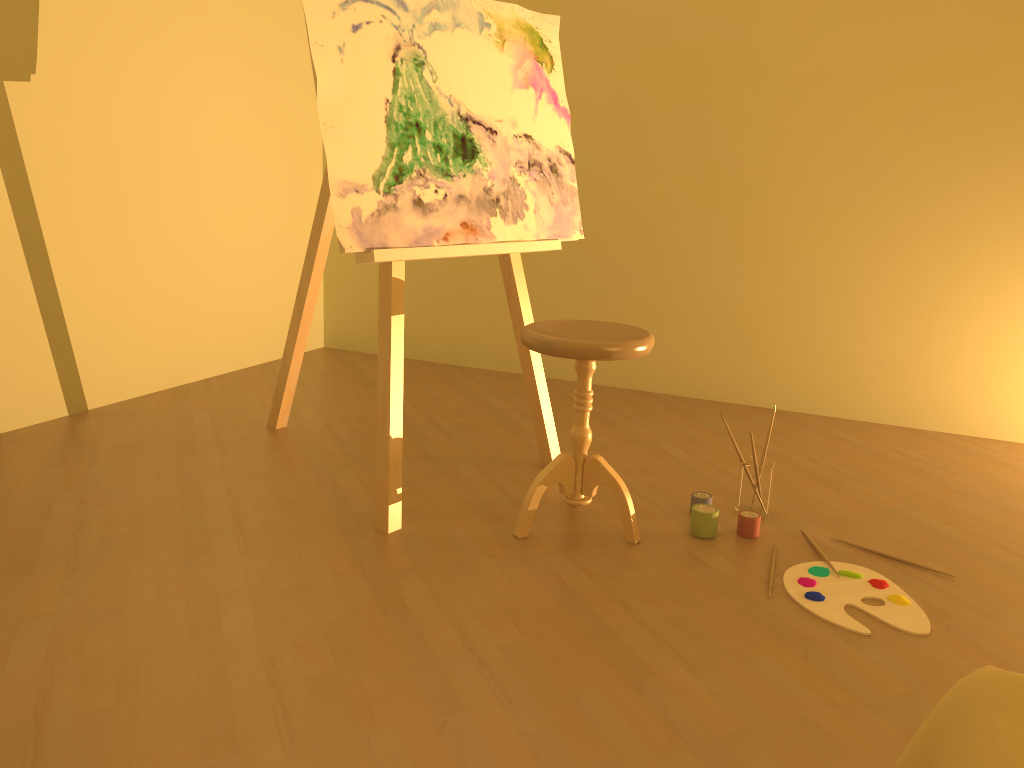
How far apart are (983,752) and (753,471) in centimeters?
169cm

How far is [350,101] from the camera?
2.2m

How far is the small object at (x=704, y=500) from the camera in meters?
2.5 m

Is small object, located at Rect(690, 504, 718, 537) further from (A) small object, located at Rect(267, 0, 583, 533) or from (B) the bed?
(B) the bed

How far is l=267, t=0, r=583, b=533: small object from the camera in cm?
219

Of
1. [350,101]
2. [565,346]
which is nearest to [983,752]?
[565,346]

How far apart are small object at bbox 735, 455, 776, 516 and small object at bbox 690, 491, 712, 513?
0.1m

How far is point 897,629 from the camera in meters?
2.0 m

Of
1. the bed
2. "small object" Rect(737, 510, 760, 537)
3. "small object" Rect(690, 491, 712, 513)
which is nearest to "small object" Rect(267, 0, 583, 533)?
"small object" Rect(690, 491, 712, 513)

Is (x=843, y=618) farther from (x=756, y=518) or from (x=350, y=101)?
(x=350, y=101)
